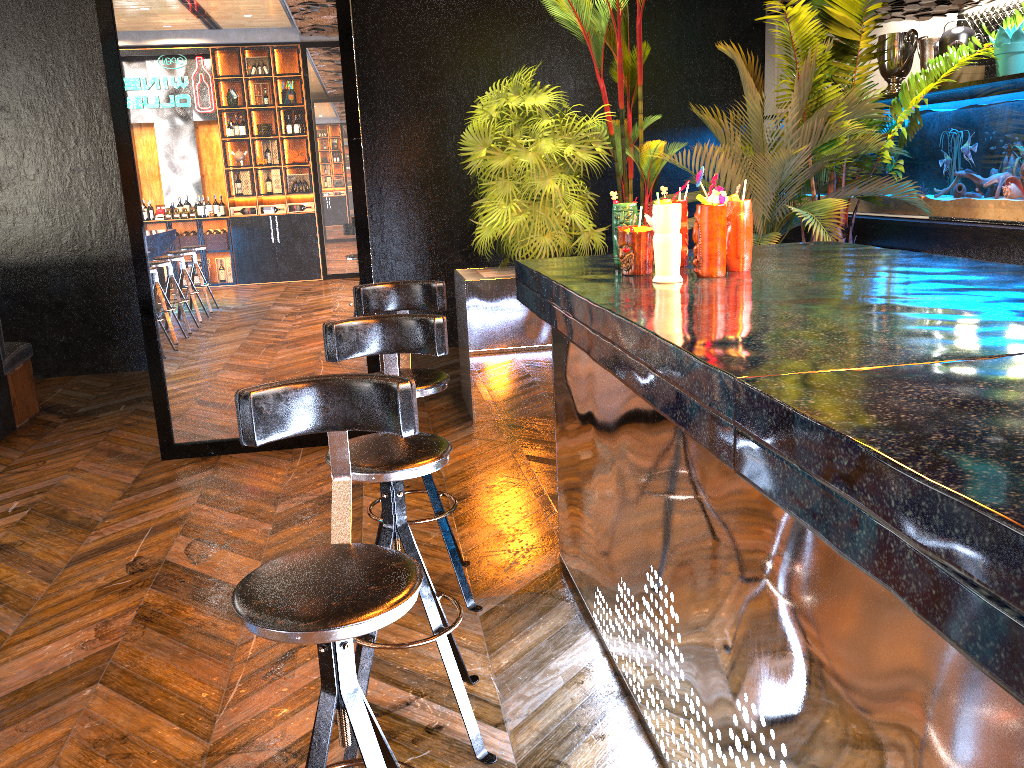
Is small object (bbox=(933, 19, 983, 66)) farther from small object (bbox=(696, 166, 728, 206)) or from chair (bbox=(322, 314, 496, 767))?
chair (bbox=(322, 314, 496, 767))

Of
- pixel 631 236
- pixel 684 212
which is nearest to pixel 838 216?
pixel 684 212

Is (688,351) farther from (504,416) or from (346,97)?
(504,416)

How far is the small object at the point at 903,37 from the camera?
6.3m

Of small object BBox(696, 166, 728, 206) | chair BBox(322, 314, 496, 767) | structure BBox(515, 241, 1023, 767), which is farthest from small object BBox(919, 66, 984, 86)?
chair BBox(322, 314, 496, 767)

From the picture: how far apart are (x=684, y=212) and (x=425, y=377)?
1.0m

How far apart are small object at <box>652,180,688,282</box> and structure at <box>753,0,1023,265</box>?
3.32m

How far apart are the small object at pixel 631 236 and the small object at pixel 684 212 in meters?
0.2 m

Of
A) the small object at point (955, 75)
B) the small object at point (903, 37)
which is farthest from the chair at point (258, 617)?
the small object at point (903, 37)

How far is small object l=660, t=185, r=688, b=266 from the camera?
2.68m
